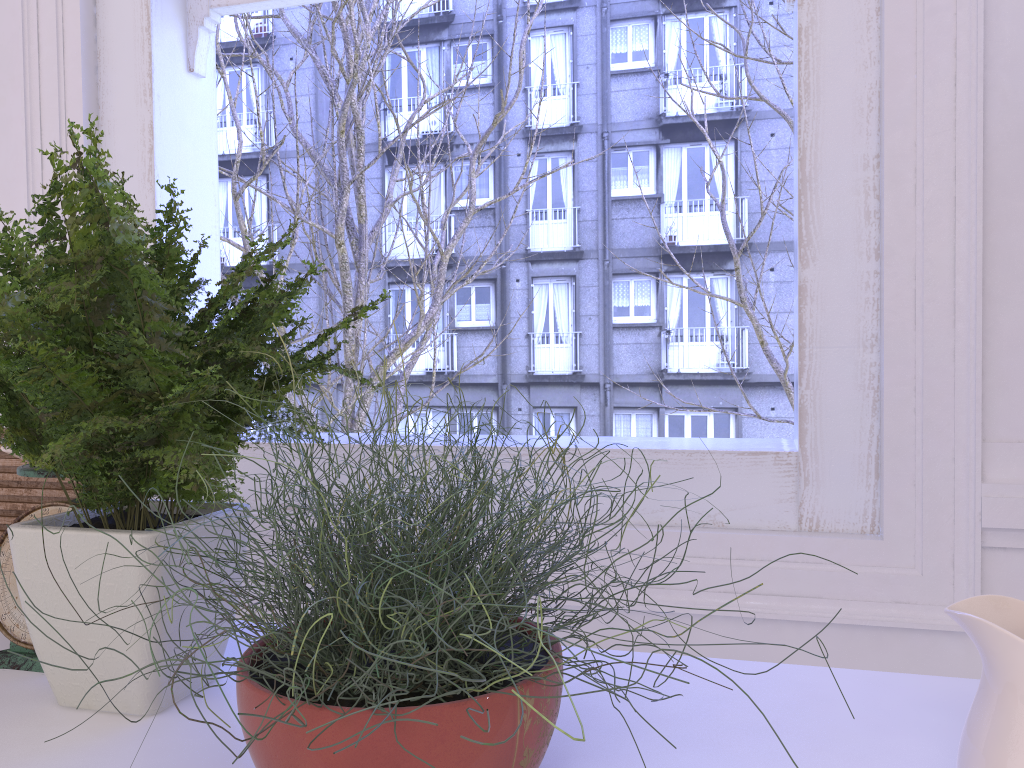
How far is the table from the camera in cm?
71

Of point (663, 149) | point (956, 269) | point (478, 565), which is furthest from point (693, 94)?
point (478, 565)

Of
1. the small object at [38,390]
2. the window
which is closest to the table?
the small object at [38,390]

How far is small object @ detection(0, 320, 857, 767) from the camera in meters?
0.5

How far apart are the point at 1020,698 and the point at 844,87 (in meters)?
0.87

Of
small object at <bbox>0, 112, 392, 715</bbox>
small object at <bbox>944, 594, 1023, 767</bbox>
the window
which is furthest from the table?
the window

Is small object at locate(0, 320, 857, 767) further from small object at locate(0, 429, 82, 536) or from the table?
small object at locate(0, 429, 82, 536)

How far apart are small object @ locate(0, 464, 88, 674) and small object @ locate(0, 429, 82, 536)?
0.1m

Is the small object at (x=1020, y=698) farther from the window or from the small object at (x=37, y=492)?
the small object at (x=37, y=492)

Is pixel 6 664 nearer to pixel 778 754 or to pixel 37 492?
pixel 37 492
